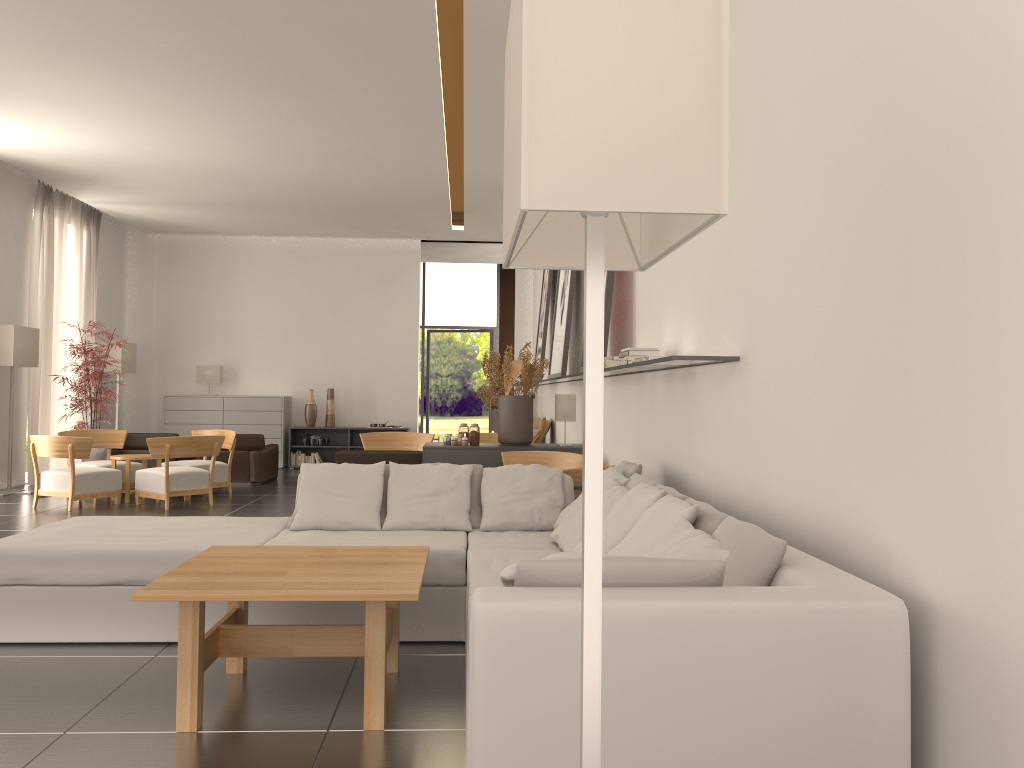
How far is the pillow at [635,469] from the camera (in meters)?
7.57

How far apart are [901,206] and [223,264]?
22.5 meters

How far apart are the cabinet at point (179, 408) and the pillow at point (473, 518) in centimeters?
1554cm

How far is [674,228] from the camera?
2.6m

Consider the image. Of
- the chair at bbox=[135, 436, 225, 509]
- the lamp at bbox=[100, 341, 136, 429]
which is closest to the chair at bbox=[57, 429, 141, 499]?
the chair at bbox=[135, 436, 225, 509]

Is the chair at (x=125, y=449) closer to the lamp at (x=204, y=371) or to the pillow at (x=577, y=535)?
the lamp at (x=204, y=371)

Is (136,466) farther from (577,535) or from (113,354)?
(577,535)

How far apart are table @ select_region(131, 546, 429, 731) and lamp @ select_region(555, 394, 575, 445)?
6.5m

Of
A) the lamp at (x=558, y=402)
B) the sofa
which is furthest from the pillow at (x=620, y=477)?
the lamp at (x=558, y=402)

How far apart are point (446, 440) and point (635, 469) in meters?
5.7
